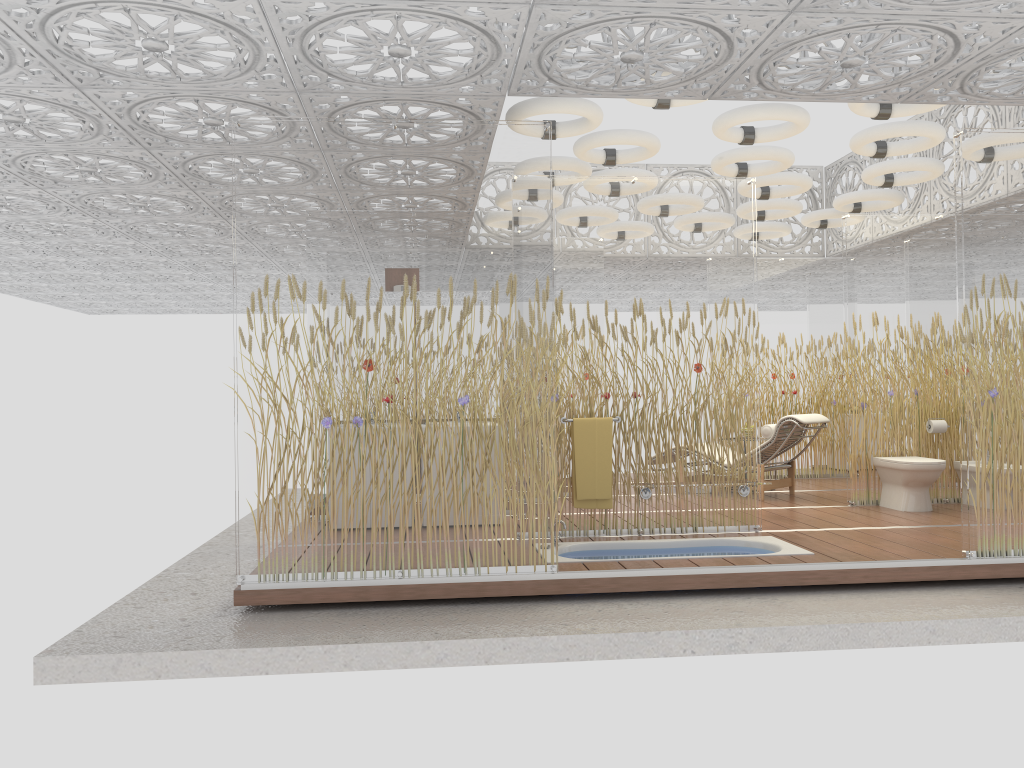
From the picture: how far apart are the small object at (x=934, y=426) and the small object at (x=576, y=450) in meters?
3.4 m

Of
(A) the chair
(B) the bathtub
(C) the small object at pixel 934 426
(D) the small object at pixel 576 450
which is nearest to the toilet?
(C) the small object at pixel 934 426

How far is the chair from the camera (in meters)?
8.22

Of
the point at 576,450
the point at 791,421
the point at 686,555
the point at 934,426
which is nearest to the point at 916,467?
the point at 934,426

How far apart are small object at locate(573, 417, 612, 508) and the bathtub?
0.31m

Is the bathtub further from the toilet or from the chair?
the chair

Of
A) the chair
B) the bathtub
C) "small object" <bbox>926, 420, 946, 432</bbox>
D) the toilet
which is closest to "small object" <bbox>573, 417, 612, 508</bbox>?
the bathtub

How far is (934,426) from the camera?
7.82m

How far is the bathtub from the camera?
5.85m

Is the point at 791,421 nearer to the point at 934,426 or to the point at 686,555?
the point at 934,426
